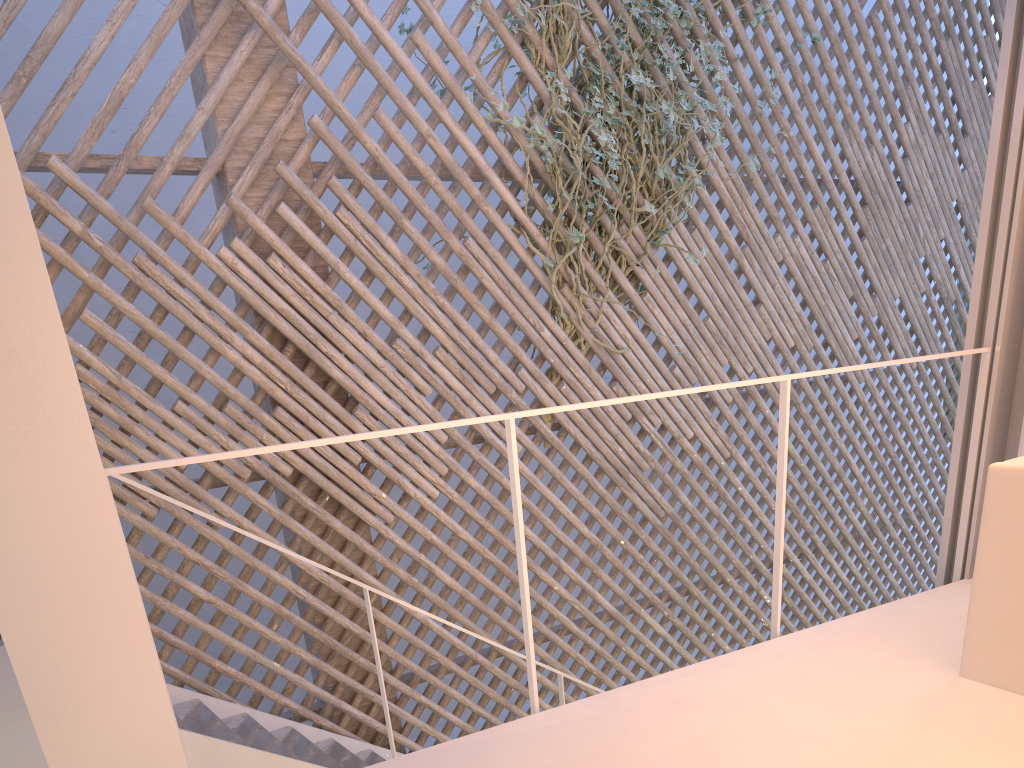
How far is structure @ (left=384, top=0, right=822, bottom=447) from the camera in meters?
3.0

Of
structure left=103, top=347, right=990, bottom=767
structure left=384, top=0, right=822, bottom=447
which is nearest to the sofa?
structure left=103, top=347, right=990, bottom=767

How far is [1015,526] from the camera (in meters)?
1.25

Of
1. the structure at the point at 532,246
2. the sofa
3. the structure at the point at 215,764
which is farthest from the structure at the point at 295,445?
the structure at the point at 532,246

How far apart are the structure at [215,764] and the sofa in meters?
1.2

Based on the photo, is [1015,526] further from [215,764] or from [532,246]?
[532,246]

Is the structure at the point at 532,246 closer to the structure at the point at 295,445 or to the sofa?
the structure at the point at 295,445

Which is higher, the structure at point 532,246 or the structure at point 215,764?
the structure at point 532,246

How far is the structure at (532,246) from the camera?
2.97m

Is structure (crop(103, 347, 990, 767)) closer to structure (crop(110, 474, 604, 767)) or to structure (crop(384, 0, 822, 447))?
structure (crop(110, 474, 604, 767))
